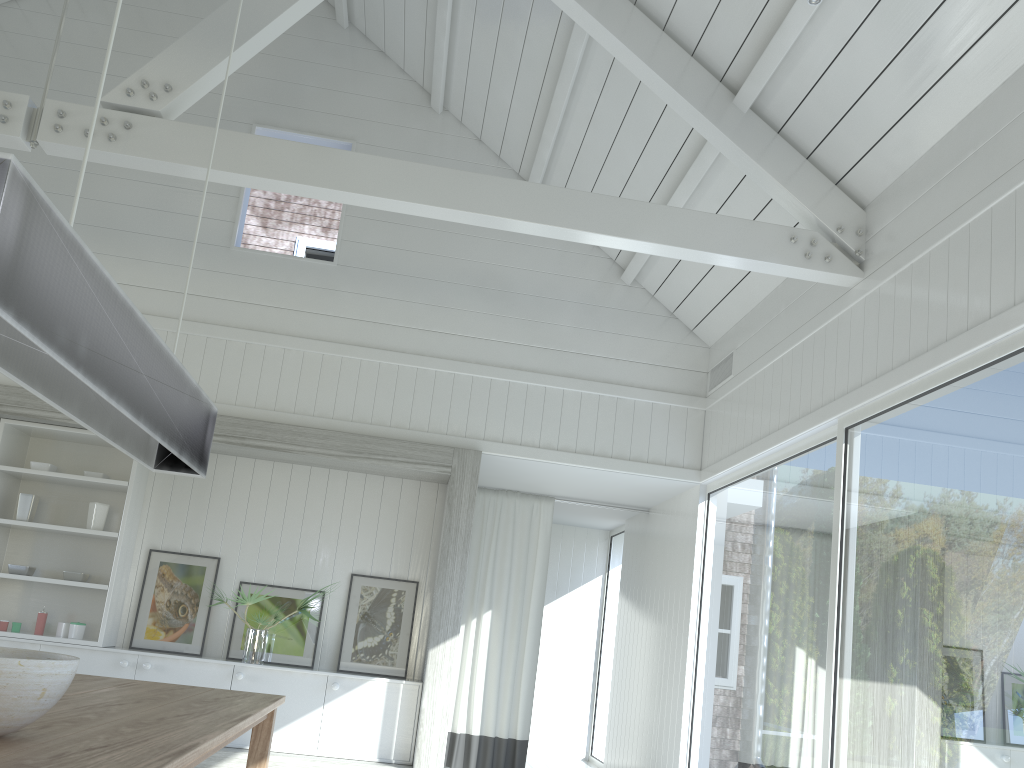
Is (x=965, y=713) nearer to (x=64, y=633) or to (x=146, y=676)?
(x=146, y=676)

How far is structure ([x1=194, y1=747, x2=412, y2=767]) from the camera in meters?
5.5 m

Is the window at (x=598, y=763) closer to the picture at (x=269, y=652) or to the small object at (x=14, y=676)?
the picture at (x=269, y=652)

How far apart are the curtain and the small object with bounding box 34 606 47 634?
3.10m

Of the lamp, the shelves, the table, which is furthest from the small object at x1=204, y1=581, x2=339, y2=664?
the lamp

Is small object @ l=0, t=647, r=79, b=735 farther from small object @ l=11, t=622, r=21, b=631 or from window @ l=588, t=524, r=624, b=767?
window @ l=588, t=524, r=624, b=767

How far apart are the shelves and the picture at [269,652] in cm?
77

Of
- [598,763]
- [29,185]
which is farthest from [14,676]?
[598,763]

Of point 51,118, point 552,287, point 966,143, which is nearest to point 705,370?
point 552,287

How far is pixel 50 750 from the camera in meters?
1.8
